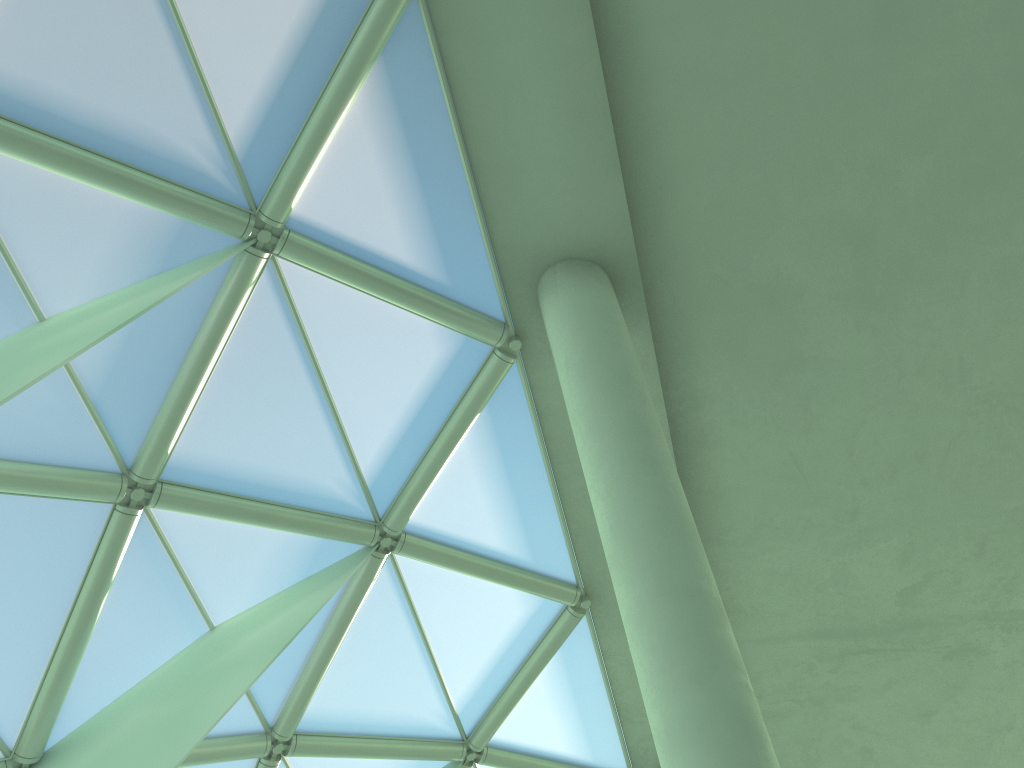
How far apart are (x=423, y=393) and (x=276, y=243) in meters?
3.2 m

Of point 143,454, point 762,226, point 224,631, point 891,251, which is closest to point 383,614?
point 224,631

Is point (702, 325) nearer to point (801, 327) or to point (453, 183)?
point (801, 327)

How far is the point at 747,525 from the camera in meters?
15.9 m
